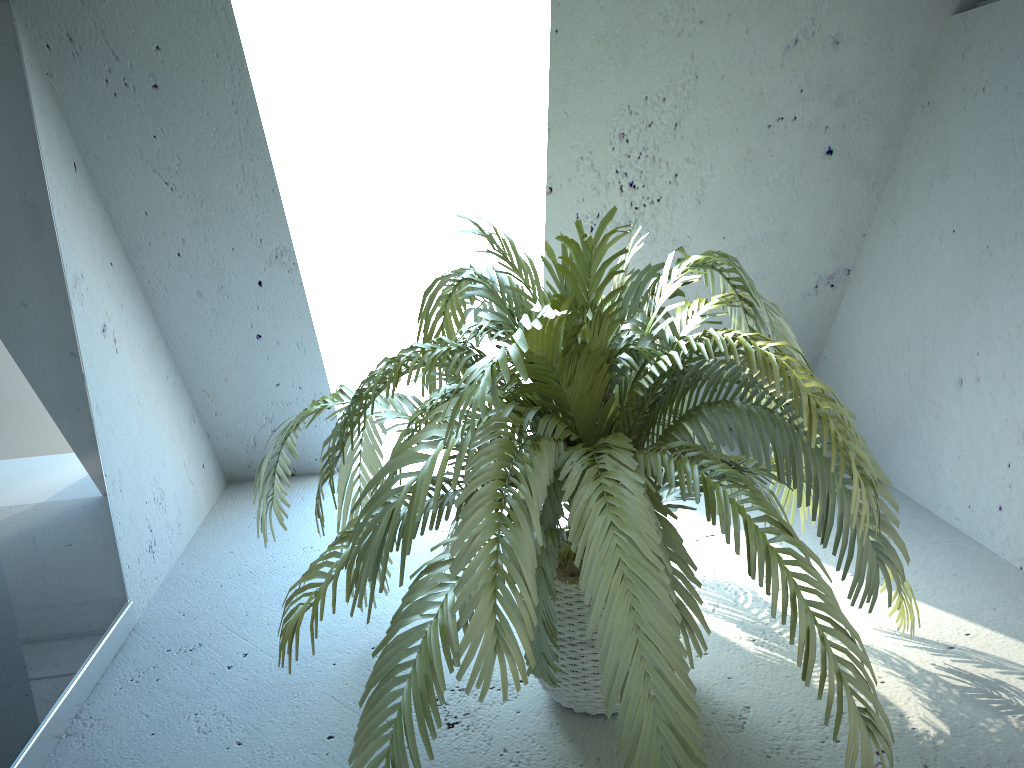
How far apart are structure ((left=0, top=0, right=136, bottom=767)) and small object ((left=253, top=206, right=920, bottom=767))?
0.5 meters

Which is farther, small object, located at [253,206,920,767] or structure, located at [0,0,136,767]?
structure, located at [0,0,136,767]

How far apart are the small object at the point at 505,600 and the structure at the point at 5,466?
0.46m

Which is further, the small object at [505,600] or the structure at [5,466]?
the structure at [5,466]

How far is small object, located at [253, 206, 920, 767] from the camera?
1.1m

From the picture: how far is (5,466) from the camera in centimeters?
155cm

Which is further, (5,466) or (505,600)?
(5,466)

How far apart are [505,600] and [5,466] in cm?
98

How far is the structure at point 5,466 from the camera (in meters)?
1.55
